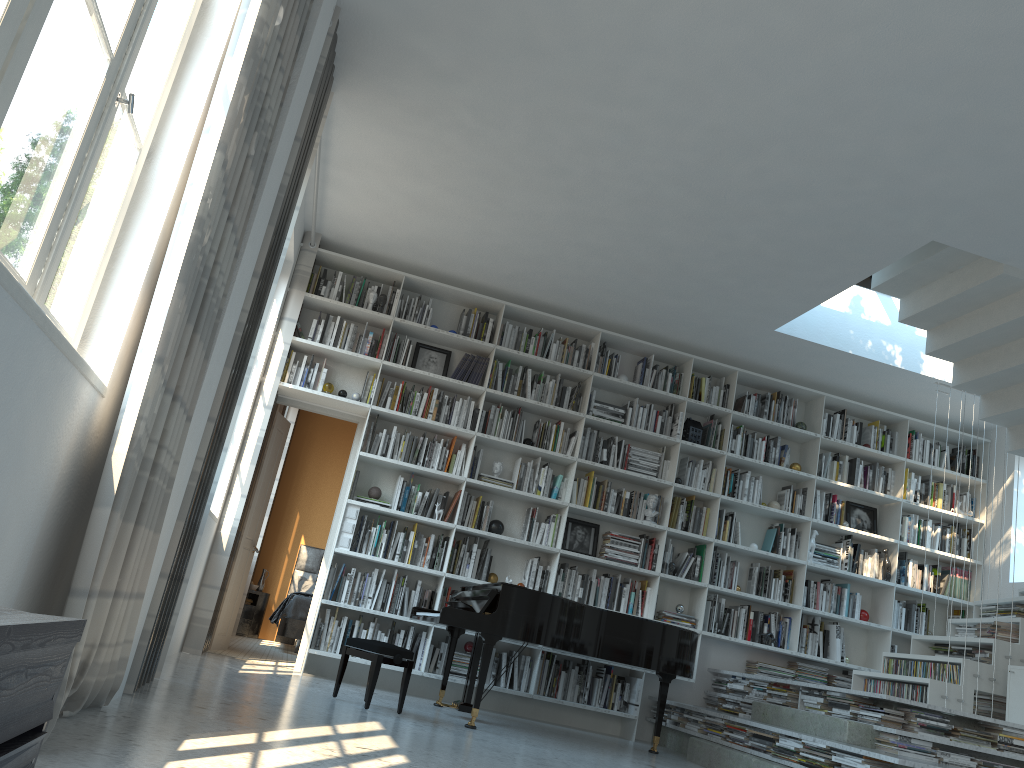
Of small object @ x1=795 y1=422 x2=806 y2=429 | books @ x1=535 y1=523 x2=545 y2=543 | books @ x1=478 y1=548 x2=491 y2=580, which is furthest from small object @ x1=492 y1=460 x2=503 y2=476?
small object @ x1=795 y1=422 x2=806 y2=429

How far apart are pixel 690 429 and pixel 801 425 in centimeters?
105cm

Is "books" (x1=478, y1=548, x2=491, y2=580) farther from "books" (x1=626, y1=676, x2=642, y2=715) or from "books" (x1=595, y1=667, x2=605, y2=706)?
"books" (x1=626, y1=676, x2=642, y2=715)

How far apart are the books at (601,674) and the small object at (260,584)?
5.1m

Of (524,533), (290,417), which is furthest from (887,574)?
(290,417)

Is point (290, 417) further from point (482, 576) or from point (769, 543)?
point (769, 543)

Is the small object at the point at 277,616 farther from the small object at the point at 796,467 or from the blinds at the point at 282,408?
the small object at the point at 796,467

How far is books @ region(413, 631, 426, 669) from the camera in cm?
655

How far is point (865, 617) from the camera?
7.5m

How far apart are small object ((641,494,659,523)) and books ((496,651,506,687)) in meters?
1.7
